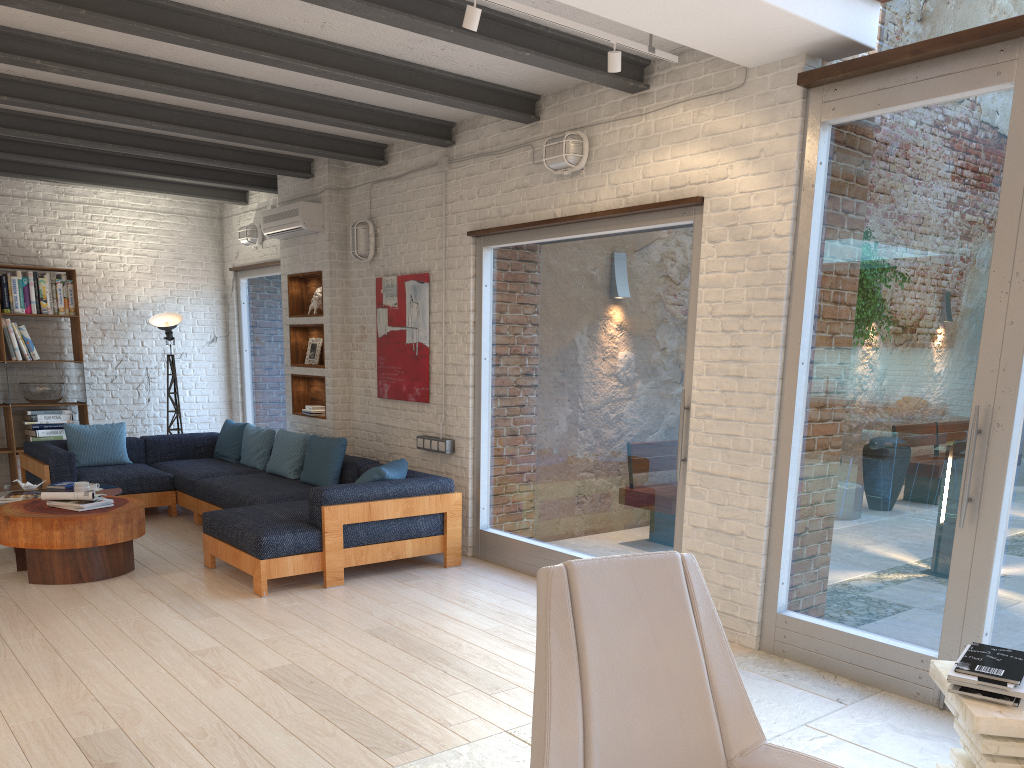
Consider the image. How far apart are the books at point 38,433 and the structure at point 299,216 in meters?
2.8

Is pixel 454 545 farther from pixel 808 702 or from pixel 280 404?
pixel 280 404

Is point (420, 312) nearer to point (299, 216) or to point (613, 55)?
point (299, 216)

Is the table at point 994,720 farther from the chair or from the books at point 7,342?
the books at point 7,342

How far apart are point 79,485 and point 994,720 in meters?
5.9

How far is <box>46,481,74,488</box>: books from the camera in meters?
6.7

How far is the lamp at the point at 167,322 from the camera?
9.00m

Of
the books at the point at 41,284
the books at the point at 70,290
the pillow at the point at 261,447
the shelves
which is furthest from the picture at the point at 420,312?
the books at the point at 41,284

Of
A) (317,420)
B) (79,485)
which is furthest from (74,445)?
(317,420)

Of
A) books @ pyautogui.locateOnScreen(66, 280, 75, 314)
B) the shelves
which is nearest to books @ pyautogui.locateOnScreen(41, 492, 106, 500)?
the shelves
